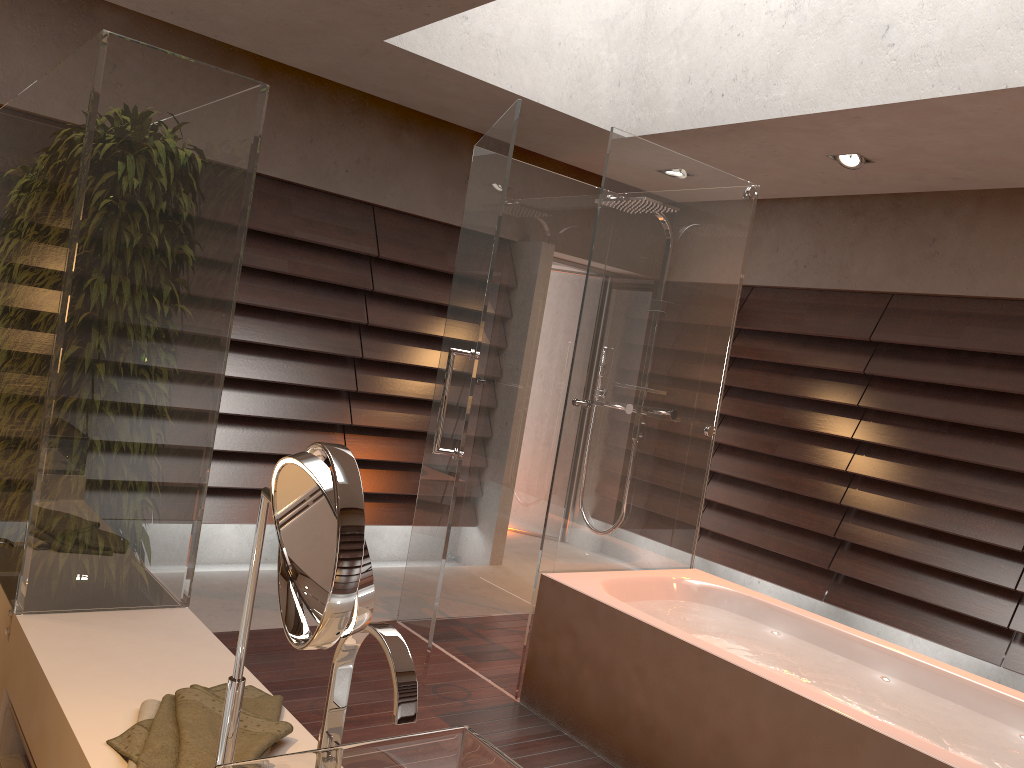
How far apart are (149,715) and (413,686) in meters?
0.7

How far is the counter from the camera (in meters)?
1.43

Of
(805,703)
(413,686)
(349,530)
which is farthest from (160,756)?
(805,703)

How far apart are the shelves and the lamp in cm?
403

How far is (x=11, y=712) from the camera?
1.8 meters

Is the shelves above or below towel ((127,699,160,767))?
below

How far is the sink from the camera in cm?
99

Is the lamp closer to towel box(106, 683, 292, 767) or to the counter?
the counter

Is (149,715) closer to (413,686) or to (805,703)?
(413,686)

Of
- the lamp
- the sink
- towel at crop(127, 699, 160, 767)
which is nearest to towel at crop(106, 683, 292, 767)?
towel at crop(127, 699, 160, 767)
